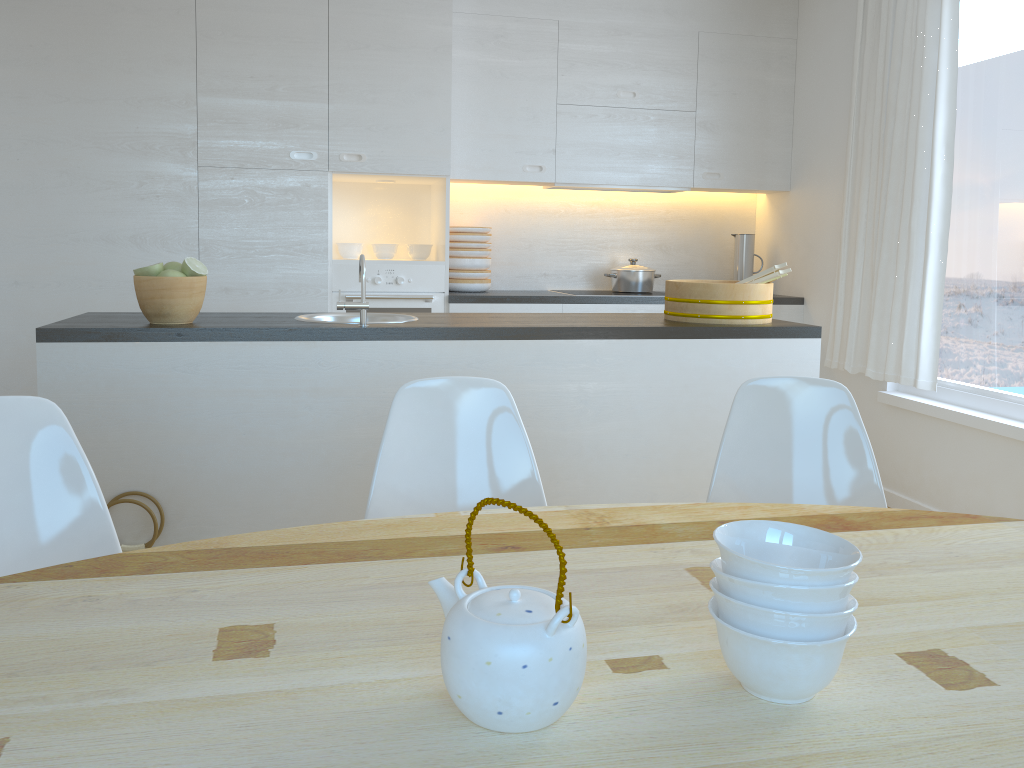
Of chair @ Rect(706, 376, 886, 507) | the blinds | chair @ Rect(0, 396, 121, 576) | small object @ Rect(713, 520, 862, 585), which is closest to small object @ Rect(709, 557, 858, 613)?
small object @ Rect(713, 520, 862, 585)

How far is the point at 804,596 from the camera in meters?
0.9 m

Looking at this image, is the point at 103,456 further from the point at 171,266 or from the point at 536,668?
the point at 536,668

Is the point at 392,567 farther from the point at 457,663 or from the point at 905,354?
the point at 905,354

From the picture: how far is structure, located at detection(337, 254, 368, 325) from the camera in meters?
2.6

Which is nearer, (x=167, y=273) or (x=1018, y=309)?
(x=167, y=273)

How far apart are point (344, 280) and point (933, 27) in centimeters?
287cm

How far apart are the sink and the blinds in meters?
2.3

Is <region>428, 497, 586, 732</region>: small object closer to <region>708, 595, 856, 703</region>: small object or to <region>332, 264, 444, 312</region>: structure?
<region>708, 595, 856, 703</region>: small object

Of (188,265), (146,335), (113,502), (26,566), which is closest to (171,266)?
(188,265)
